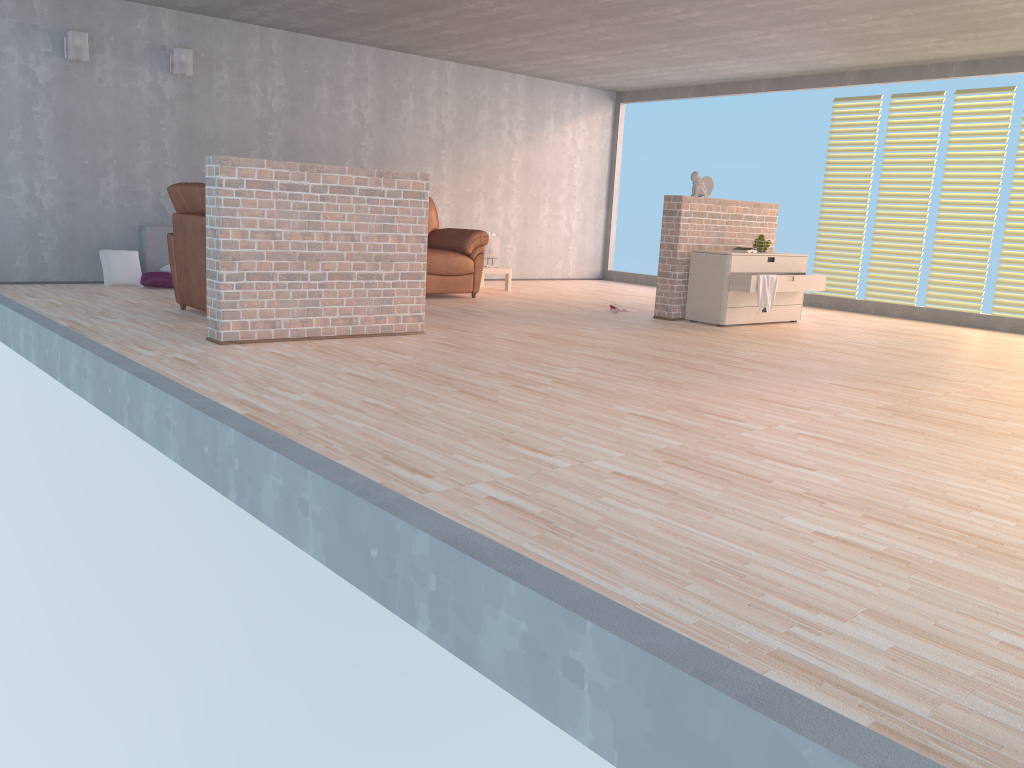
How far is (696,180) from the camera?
7.62m

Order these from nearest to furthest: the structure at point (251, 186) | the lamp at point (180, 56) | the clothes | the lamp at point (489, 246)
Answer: the structure at point (251, 186) → the clothes → the lamp at point (180, 56) → the lamp at point (489, 246)

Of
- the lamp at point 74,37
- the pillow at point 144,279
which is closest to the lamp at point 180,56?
the lamp at point 74,37

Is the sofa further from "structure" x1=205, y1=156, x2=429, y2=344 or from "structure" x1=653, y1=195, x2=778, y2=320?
"structure" x1=205, y1=156, x2=429, y2=344

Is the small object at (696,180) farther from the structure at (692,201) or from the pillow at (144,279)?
the pillow at (144,279)

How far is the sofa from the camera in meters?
8.3 m

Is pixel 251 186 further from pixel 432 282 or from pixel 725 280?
pixel 725 280

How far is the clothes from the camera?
7.24m

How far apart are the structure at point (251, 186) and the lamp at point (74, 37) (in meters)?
3.45

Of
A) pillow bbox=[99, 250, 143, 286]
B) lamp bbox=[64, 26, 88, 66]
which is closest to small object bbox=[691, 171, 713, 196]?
pillow bbox=[99, 250, 143, 286]
